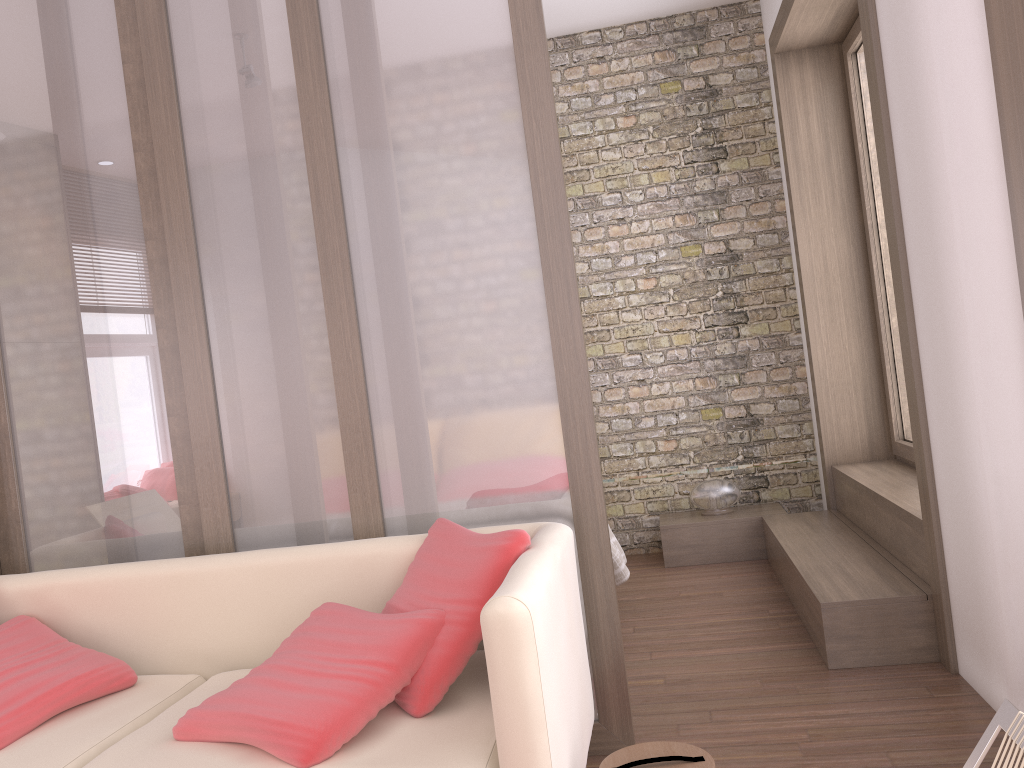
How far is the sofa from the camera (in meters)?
1.69

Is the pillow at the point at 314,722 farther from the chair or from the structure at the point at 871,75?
the structure at the point at 871,75

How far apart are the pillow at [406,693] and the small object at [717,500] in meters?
3.0 m

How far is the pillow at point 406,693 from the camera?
2.0 meters

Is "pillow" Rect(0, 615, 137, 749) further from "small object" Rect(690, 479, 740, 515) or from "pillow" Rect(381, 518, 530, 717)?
"small object" Rect(690, 479, 740, 515)

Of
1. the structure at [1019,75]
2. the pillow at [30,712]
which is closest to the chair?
the structure at [1019,75]

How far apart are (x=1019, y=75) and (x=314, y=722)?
2.3m

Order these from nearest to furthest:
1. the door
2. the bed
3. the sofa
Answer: the sofa
the bed
the door

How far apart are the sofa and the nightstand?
2.7 meters

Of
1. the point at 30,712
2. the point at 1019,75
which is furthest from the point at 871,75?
the point at 30,712
